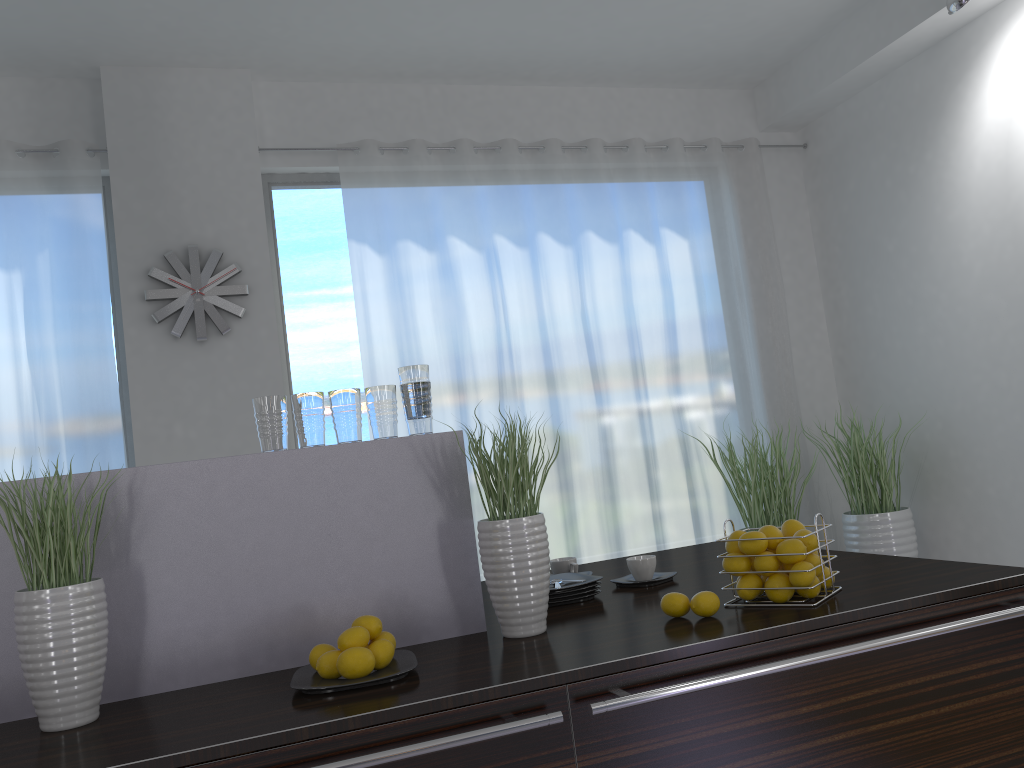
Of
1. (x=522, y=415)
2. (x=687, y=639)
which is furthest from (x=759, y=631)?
(x=522, y=415)

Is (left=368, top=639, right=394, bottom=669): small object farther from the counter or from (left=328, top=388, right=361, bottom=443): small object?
(left=328, top=388, right=361, bottom=443): small object

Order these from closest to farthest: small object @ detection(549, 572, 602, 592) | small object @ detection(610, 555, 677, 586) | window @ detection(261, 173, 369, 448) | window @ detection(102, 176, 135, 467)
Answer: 1. small object @ detection(549, 572, 602, 592)
2. small object @ detection(610, 555, 677, 586)
3. window @ detection(102, 176, 135, 467)
4. window @ detection(261, 173, 369, 448)

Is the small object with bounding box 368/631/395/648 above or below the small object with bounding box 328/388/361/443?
below

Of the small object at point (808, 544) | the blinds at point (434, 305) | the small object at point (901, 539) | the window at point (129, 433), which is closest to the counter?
the small object at point (808, 544)

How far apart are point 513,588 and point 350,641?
0.4m

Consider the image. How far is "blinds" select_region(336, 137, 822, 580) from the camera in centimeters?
505cm

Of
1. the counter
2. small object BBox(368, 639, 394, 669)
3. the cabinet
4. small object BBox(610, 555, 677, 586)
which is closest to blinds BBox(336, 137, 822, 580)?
the counter

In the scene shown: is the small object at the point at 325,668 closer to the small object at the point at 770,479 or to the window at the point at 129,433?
the window at the point at 129,433

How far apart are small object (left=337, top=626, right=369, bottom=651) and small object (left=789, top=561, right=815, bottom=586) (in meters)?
0.86
